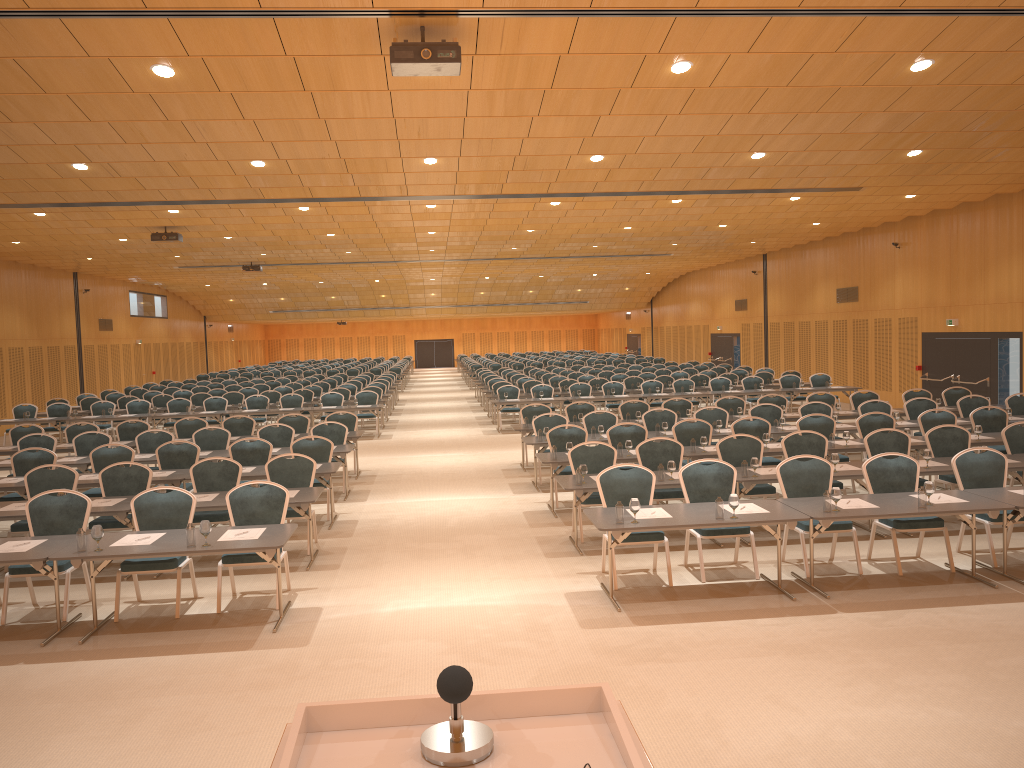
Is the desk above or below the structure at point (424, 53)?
below

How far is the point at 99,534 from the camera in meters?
7.4

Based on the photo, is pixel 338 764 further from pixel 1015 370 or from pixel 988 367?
pixel 988 367

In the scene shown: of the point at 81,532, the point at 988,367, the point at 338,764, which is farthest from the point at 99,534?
the point at 988,367

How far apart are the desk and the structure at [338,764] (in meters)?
5.55

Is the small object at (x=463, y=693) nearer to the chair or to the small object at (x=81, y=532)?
the small object at (x=81, y=532)

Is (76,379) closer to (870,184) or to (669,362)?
(870,184)

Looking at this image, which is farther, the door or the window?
the door

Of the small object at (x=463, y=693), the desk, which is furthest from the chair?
the small object at (x=463, y=693)

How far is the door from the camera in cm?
1990
